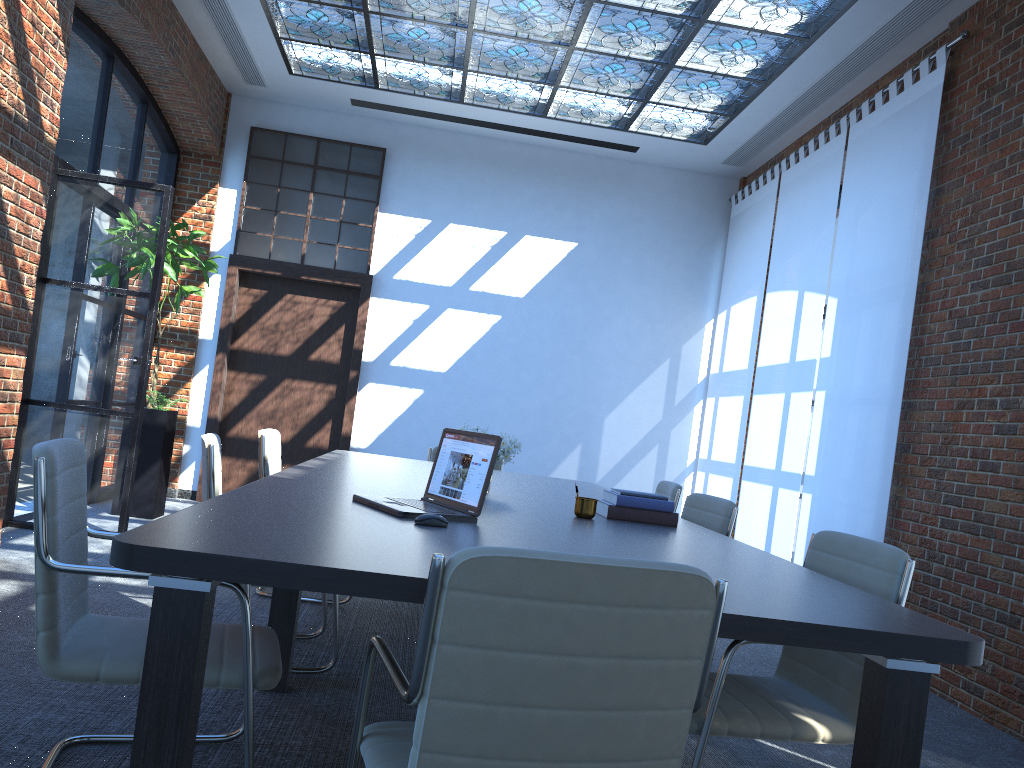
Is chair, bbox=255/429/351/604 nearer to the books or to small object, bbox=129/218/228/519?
the books

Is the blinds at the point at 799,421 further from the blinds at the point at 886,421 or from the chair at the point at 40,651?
the chair at the point at 40,651

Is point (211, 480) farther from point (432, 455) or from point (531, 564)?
point (432, 455)

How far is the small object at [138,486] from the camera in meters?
7.1 m

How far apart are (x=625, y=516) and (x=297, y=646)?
1.6m

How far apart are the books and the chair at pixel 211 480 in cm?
126

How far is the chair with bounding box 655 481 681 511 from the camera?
5.09m

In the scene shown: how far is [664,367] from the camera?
9.2 meters

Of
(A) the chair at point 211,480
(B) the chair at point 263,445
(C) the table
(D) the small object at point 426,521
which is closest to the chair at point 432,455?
(C) the table

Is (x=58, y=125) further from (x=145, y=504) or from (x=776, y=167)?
(x=776, y=167)
